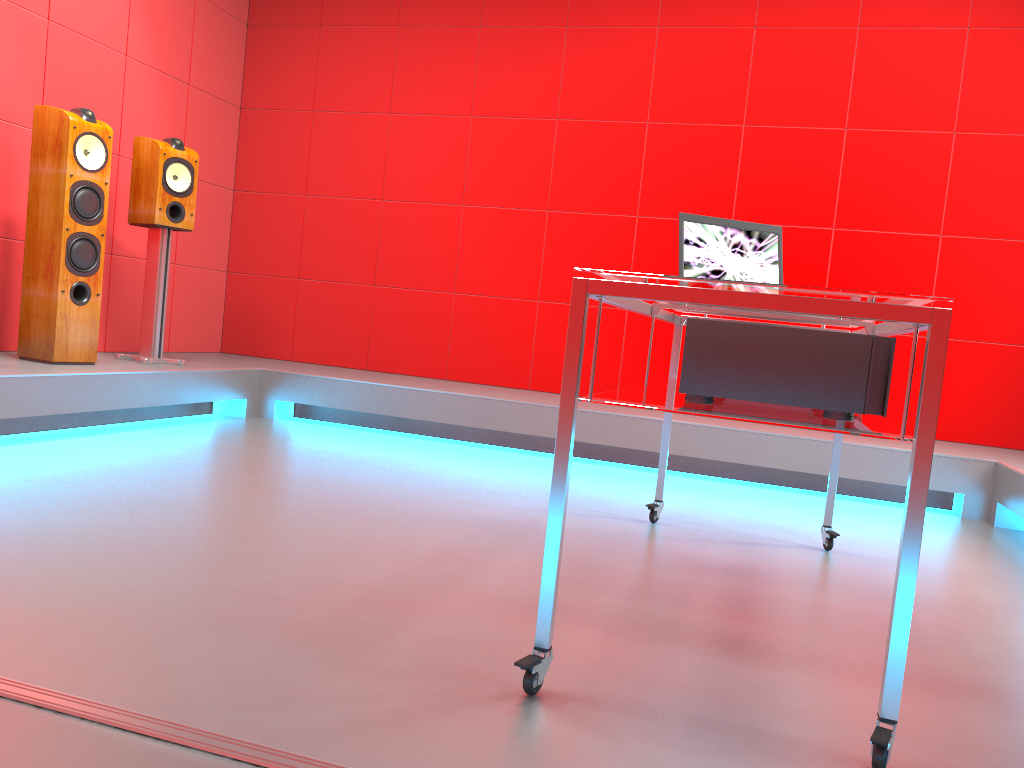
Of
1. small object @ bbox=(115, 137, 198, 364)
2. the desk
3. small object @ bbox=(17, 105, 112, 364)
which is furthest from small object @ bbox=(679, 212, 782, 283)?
small object @ bbox=(115, 137, 198, 364)

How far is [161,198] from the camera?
4.1 meters

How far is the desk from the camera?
1.27m

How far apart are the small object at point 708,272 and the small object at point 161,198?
2.6 meters

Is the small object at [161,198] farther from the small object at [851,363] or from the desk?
the small object at [851,363]

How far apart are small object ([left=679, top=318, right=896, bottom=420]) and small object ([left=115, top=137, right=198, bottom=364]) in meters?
3.1 m

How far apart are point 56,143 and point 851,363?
3.3 meters

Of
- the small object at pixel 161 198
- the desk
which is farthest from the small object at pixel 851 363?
the small object at pixel 161 198

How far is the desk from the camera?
1.27m

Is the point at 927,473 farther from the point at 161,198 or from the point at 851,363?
the point at 161,198
